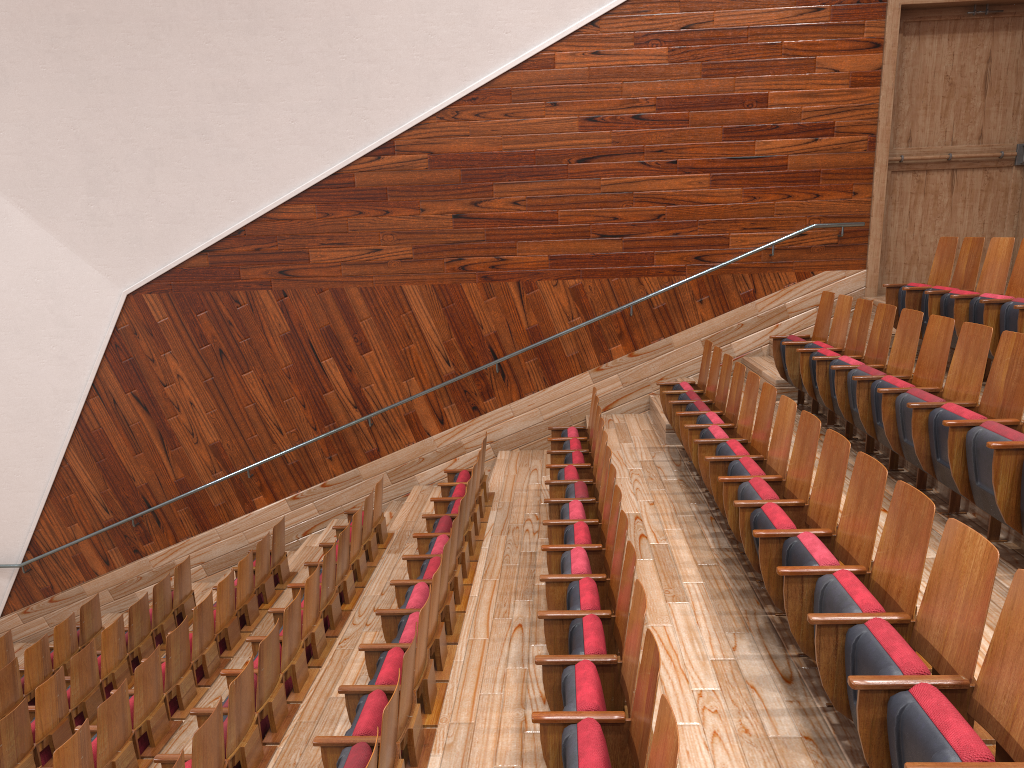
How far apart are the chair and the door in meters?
0.1 m

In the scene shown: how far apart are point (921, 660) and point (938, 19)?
0.7m

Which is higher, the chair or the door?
the door

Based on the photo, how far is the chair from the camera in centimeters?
22cm

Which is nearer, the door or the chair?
the chair

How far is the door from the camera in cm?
75

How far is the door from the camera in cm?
75

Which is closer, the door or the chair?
the chair

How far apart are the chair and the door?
0.14m
